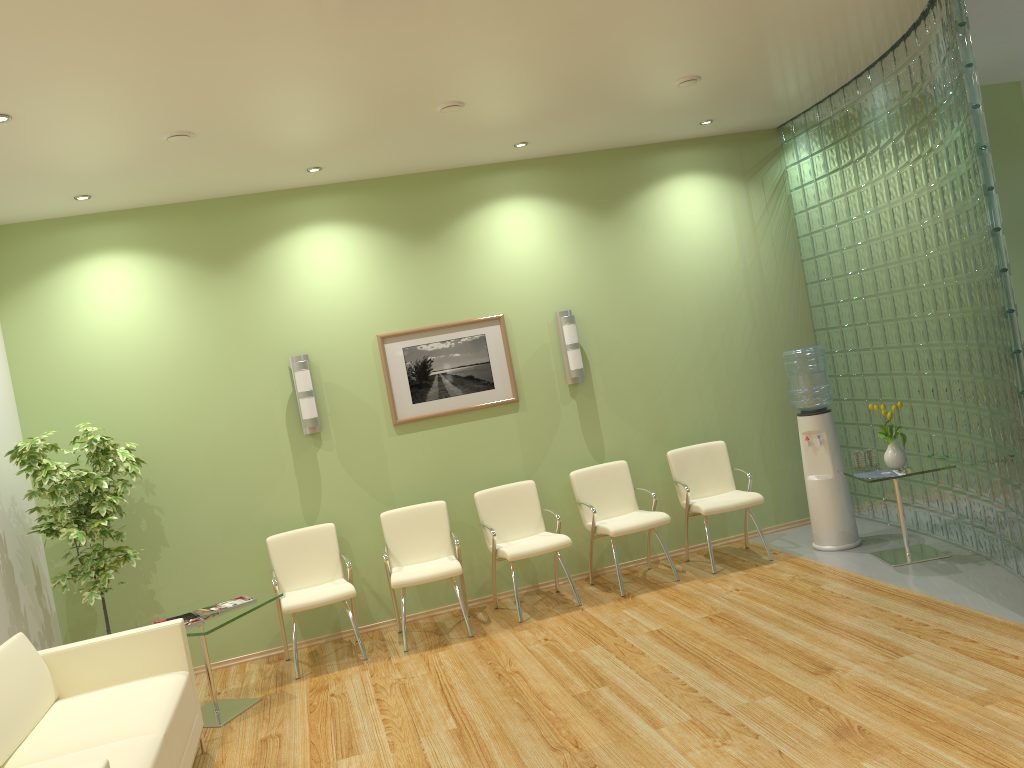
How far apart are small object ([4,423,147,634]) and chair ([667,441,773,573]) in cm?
389

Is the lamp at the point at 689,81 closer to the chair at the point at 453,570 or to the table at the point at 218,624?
the chair at the point at 453,570

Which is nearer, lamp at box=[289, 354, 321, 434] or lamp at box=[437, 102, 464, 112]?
lamp at box=[437, 102, 464, 112]

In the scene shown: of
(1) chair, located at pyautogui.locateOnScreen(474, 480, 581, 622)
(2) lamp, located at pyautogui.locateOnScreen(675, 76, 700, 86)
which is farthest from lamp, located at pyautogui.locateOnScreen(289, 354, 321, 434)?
(2) lamp, located at pyautogui.locateOnScreen(675, 76, 700, 86)

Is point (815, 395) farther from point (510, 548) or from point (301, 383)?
point (301, 383)

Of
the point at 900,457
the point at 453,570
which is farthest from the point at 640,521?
the point at 900,457

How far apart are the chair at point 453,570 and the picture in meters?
0.7 m

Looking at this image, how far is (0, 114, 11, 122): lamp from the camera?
4.16m

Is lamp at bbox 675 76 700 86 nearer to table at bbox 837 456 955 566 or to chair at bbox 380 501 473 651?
table at bbox 837 456 955 566

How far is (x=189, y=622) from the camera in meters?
5.2 m
